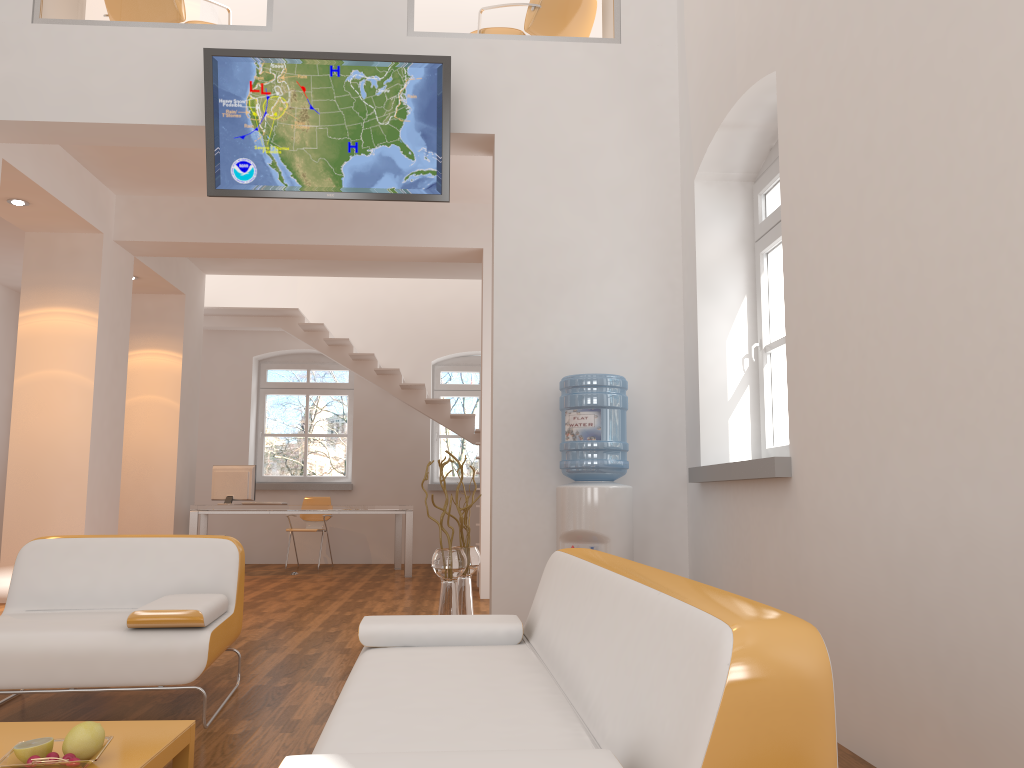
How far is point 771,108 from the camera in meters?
4.3

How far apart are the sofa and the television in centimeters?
272cm

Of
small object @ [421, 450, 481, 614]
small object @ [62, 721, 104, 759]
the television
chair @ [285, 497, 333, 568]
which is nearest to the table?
small object @ [62, 721, 104, 759]

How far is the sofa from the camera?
1.2 meters

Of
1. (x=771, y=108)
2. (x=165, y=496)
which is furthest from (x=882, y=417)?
(x=165, y=496)

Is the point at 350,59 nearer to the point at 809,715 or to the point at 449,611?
the point at 449,611

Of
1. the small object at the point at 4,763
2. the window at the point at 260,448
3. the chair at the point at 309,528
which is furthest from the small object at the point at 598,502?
the window at the point at 260,448

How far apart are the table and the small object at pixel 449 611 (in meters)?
2.33

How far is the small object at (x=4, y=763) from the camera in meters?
2.1

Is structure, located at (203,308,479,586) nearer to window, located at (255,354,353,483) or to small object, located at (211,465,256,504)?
window, located at (255,354,353,483)
